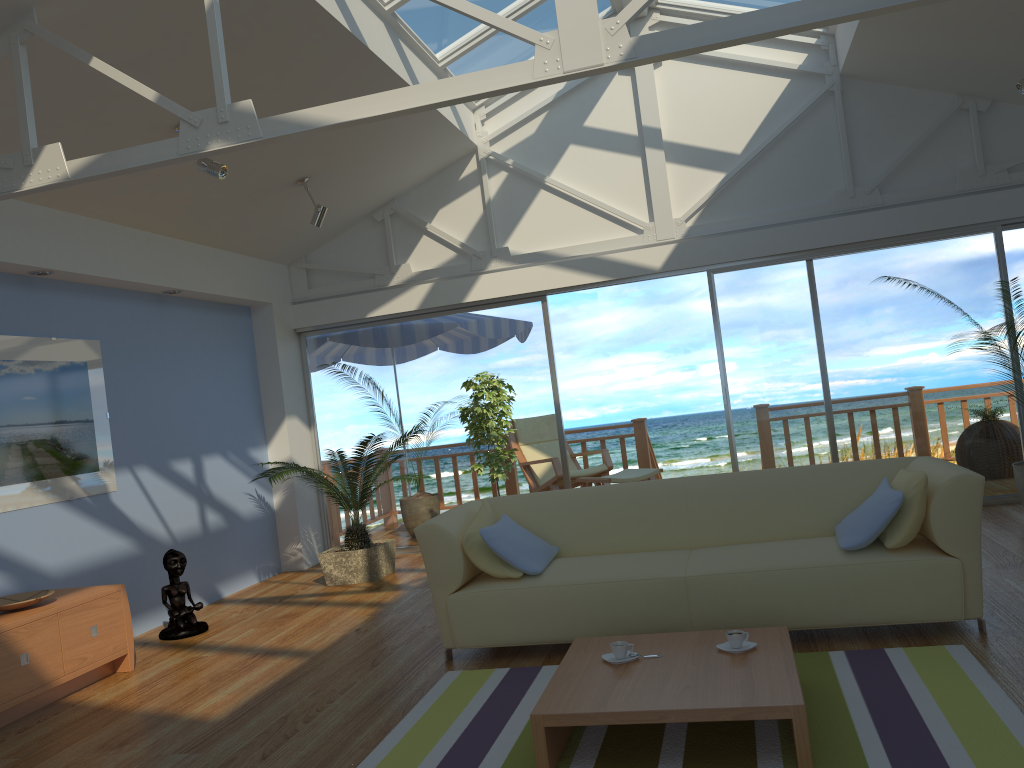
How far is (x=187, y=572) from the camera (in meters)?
6.07

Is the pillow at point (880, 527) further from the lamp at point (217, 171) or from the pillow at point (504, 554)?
the lamp at point (217, 171)

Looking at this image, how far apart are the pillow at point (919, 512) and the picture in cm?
431

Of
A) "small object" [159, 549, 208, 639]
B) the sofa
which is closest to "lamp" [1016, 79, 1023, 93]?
the sofa

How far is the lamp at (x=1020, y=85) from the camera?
5.2m

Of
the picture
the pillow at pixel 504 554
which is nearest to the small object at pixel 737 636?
the pillow at pixel 504 554

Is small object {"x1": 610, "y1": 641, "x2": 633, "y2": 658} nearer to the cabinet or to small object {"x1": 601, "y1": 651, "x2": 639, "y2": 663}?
small object {"x1": 601, "y1": 651, "x2": 639, "y2": 663}

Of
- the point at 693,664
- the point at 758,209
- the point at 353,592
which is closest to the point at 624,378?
the point at 758,209

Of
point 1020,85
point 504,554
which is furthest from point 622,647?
point 1020,85

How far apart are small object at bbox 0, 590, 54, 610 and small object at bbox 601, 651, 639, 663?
2.8m
